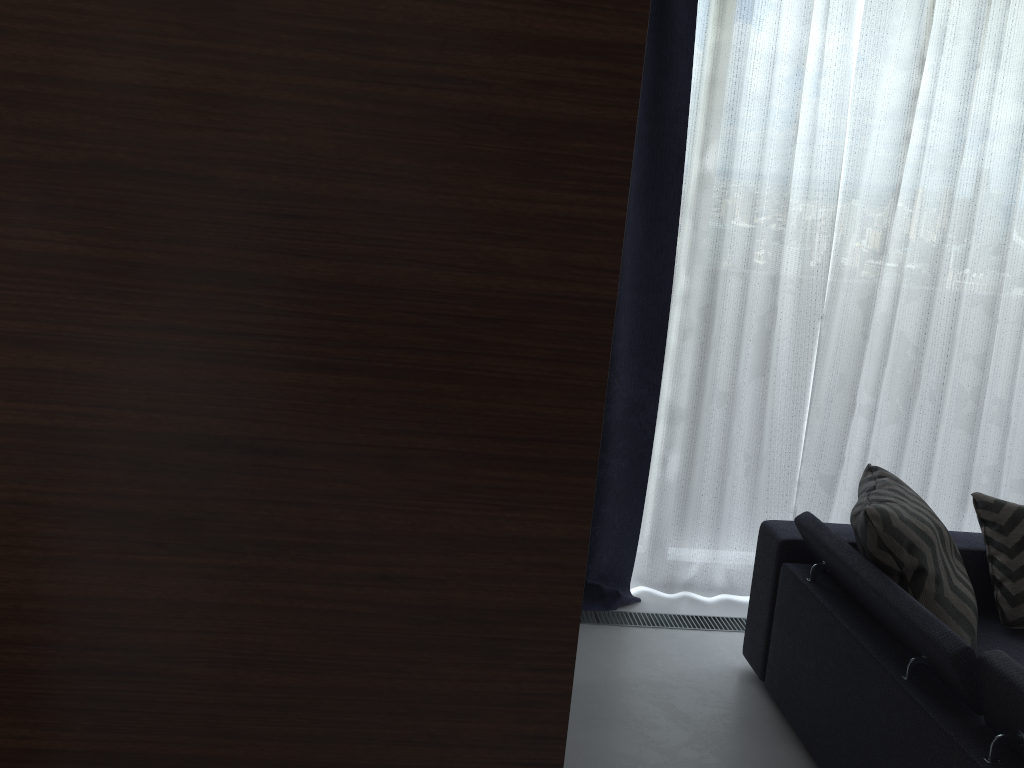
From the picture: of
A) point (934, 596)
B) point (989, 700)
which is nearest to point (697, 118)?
point (934, 596)

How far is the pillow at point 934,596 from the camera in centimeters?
229cm

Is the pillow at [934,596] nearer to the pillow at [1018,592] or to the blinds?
the pillow at [1018,592]

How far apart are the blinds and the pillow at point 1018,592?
0.57m

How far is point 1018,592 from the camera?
2.7m

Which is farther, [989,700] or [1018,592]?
[1018,592]

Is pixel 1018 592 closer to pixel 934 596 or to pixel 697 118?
pixel 934 596

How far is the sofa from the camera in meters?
1.9

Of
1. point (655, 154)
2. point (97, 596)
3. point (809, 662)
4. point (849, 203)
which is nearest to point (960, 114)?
point (849, 203)

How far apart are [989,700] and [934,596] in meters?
0.4
